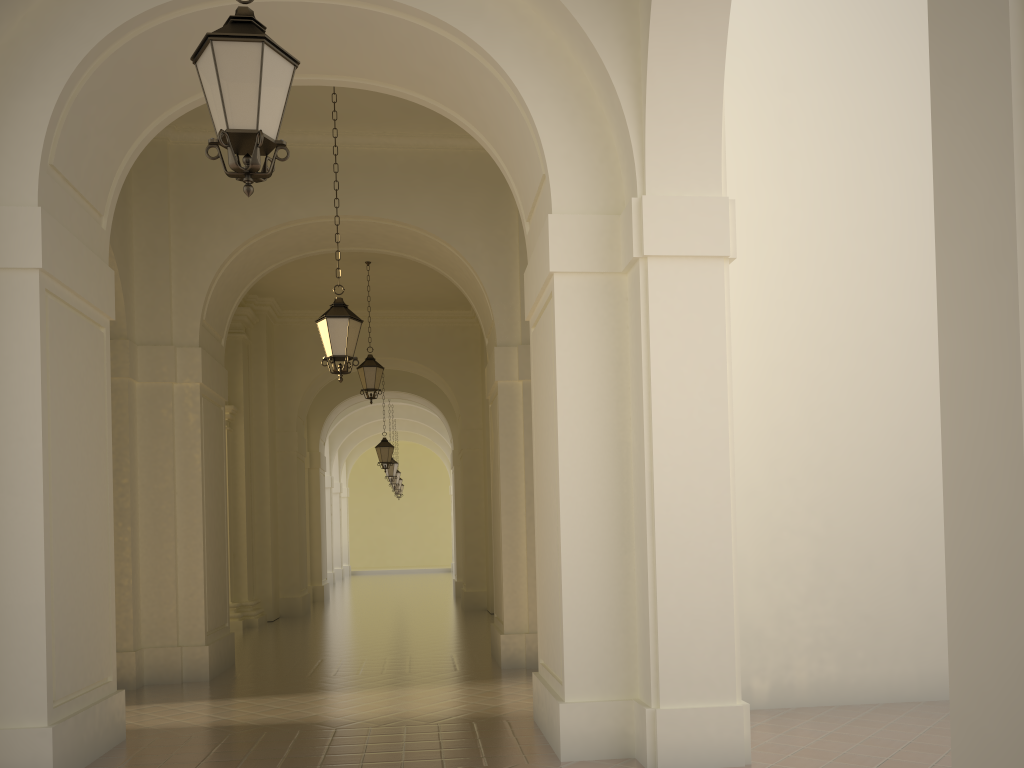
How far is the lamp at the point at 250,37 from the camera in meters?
4.2

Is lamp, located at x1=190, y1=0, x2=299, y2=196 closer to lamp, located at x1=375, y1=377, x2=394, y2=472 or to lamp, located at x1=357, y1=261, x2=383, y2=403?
lamp, located at x1=357, y1=261, x2=383, y2=403

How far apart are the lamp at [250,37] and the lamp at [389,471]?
22.8m

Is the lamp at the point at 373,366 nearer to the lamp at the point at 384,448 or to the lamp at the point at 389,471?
the lamp at the point at 384,448

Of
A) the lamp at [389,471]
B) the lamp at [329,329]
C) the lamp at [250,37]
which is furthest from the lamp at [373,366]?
the lamp at [389,471]

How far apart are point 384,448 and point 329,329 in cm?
1293

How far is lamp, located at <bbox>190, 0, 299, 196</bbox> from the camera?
4.21m

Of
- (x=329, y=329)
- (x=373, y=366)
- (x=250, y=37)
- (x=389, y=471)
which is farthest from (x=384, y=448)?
(x=250, y=37)

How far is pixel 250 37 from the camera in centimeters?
421cm

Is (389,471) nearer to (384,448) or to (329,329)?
(384,448)
